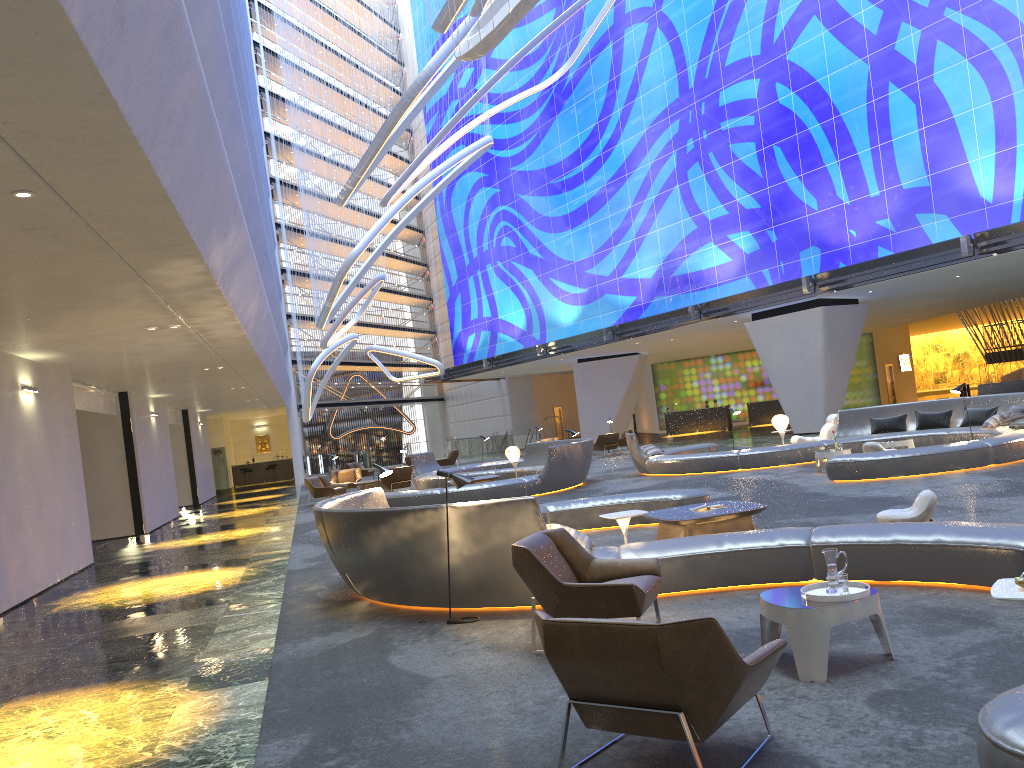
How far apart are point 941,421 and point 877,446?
3.33m

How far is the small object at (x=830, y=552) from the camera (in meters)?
5.12

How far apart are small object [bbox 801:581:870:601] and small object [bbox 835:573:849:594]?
0.09m

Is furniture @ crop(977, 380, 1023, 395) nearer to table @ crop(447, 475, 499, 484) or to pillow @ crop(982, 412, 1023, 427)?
pillow @ crop(982, 412, 1023, 427)

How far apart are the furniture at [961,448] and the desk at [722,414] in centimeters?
1914cm

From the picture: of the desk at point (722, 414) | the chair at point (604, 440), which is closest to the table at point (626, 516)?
the chair at point (604, 440)

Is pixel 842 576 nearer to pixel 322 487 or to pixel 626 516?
pixel 626 516

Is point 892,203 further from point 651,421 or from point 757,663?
point 651,421

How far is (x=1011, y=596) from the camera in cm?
383

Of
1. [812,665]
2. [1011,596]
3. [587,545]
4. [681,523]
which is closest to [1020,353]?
[681,523]
